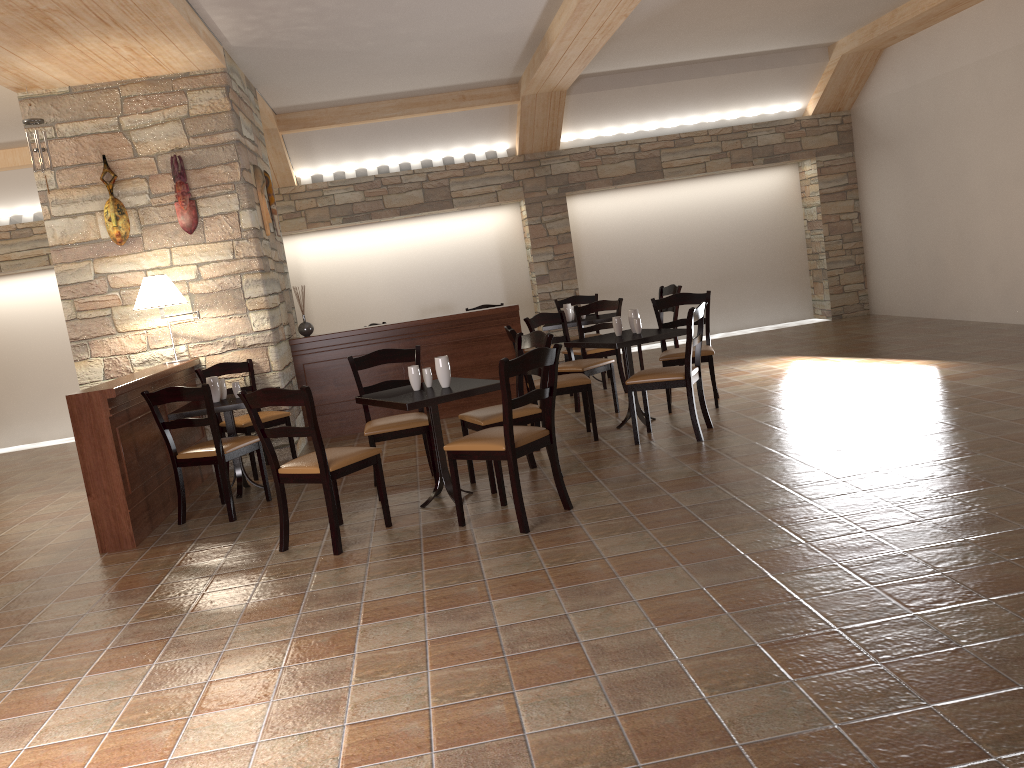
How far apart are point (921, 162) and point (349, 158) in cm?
635

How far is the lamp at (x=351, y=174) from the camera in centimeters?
1039cm

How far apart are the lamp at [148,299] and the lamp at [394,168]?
4.6m

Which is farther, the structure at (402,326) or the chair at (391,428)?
the structure at (402,326)

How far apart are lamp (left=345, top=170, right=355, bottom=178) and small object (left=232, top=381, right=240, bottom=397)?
5.1m

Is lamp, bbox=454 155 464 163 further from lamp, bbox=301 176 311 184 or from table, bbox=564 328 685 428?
table, bbox=564 328 685 428

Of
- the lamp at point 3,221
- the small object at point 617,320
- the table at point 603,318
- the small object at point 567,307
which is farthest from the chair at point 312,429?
the lamp at point 3,221

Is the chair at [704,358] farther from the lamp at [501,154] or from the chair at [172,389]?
the lamp at [501,154]

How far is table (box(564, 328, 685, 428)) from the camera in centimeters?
595cm

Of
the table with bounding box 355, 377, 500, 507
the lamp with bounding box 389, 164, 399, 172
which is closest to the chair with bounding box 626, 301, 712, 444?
the table with bounding box 355, 377, 500, 507
